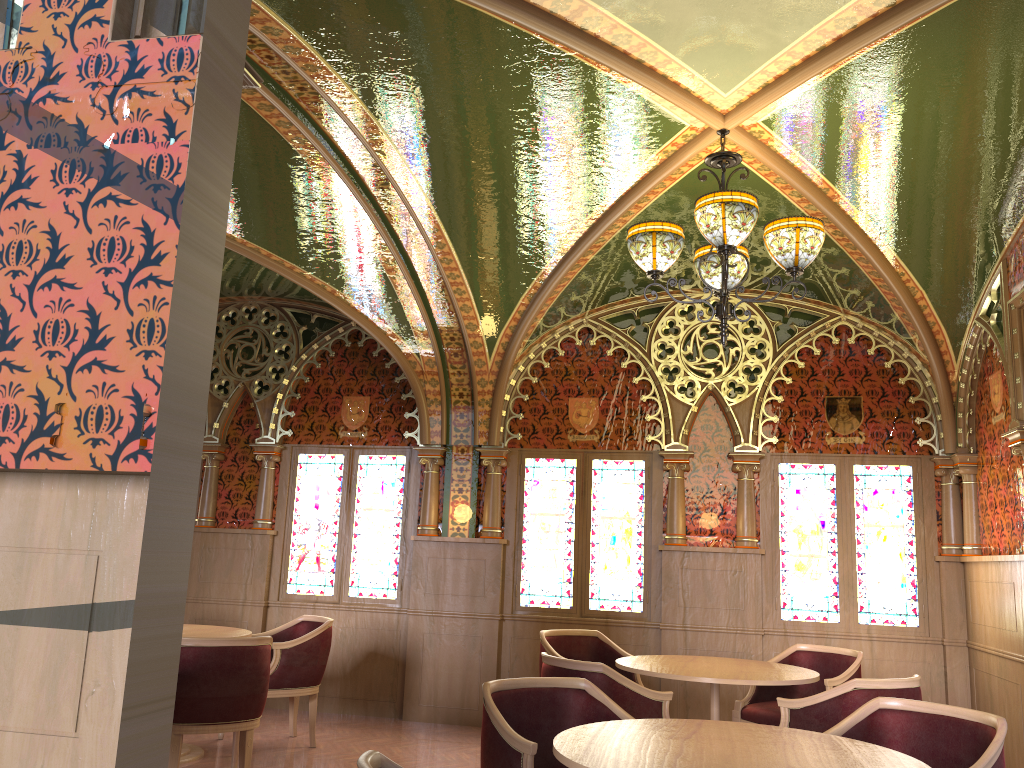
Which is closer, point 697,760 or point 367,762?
point 367,762

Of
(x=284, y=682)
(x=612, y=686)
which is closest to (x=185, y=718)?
(x=284, y=682)

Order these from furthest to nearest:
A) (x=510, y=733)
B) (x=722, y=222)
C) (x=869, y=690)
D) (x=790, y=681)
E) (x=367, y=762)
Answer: (x=790, y=681)
(x=869, y=690)
(x=722, y=222)
(x=510, y=733)
(x=367, y=762)

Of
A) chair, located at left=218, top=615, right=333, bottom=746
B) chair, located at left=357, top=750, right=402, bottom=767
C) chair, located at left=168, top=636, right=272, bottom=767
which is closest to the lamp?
chair, located at left=357, top=750, right=402, bottom=767

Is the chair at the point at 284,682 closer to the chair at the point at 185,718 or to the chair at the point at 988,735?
the chair at the point at 185,718

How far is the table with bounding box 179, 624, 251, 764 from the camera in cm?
565

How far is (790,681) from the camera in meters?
4.6

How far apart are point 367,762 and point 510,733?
1.2 meters

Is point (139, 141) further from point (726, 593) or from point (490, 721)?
point (726, 593)

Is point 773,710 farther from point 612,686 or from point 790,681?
point 612,686
